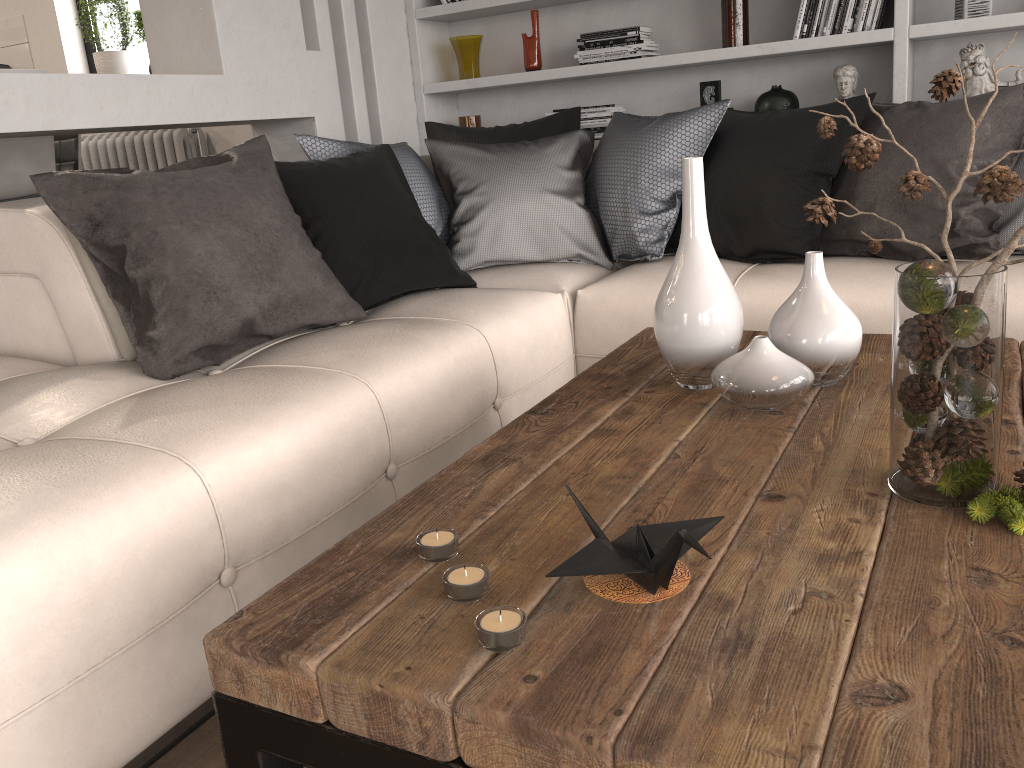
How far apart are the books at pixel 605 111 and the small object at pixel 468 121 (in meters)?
0.57

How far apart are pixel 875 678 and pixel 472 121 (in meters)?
3.81

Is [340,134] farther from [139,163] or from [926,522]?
[926,522]

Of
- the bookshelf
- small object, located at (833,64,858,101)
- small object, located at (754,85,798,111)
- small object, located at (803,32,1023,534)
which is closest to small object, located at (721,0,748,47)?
the bookshelf

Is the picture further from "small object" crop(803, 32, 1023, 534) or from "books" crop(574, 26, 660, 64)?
"small object" crop(803, 32, 1023, 534)

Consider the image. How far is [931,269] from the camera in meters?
1.0

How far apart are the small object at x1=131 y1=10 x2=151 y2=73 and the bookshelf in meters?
1.7 m

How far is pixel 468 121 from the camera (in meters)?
4.22

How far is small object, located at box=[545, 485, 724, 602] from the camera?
0.9 meters

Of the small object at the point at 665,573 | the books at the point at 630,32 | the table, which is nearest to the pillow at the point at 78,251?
the books at the point at 630,32
